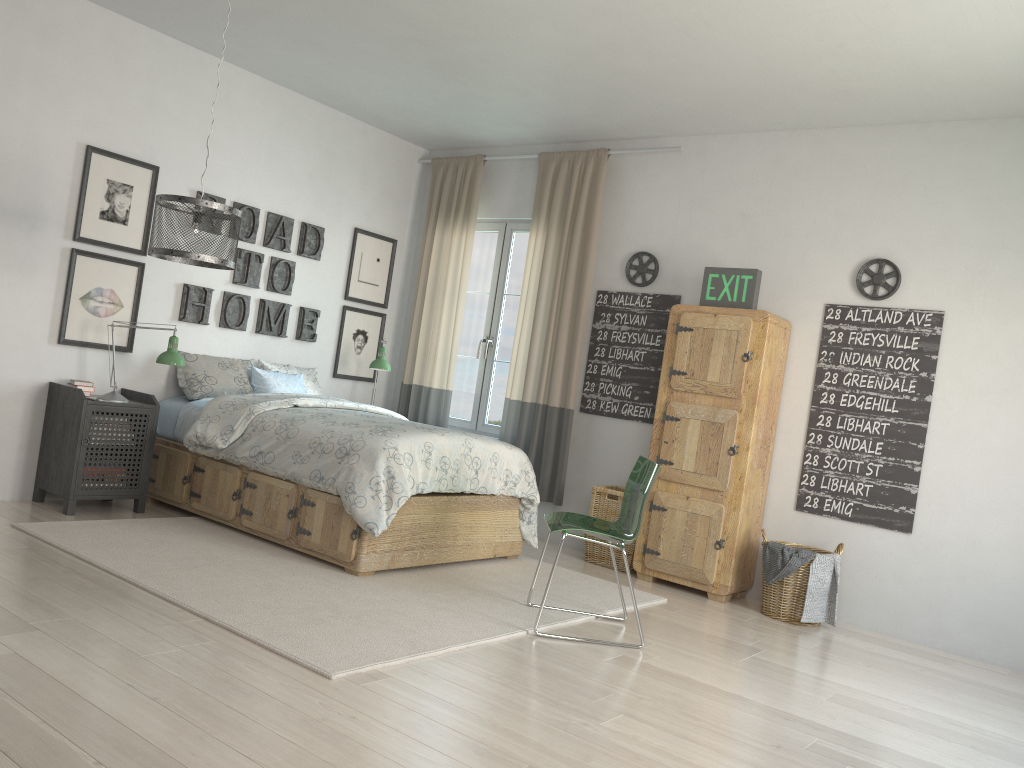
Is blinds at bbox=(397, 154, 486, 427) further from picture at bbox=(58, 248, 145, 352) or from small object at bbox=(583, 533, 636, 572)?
picture at bbox=(58, 248, 145, 352)

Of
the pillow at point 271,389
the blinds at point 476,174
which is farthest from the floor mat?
the blinds at point 476,174

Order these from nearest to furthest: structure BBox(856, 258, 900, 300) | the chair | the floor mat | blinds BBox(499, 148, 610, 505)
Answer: the floor mat, the chair, structure BBox(856, 258, 900, 300), blinds BBox(499, 148, 610, 505)

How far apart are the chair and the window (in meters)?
2.30

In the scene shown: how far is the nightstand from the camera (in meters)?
4.52

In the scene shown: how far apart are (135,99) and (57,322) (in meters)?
1.31

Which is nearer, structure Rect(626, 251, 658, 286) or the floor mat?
the floor mat

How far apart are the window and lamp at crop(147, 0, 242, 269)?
2.4 meters

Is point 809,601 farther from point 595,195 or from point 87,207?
point 87,207

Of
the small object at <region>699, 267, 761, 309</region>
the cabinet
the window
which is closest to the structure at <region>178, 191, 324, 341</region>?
the window
